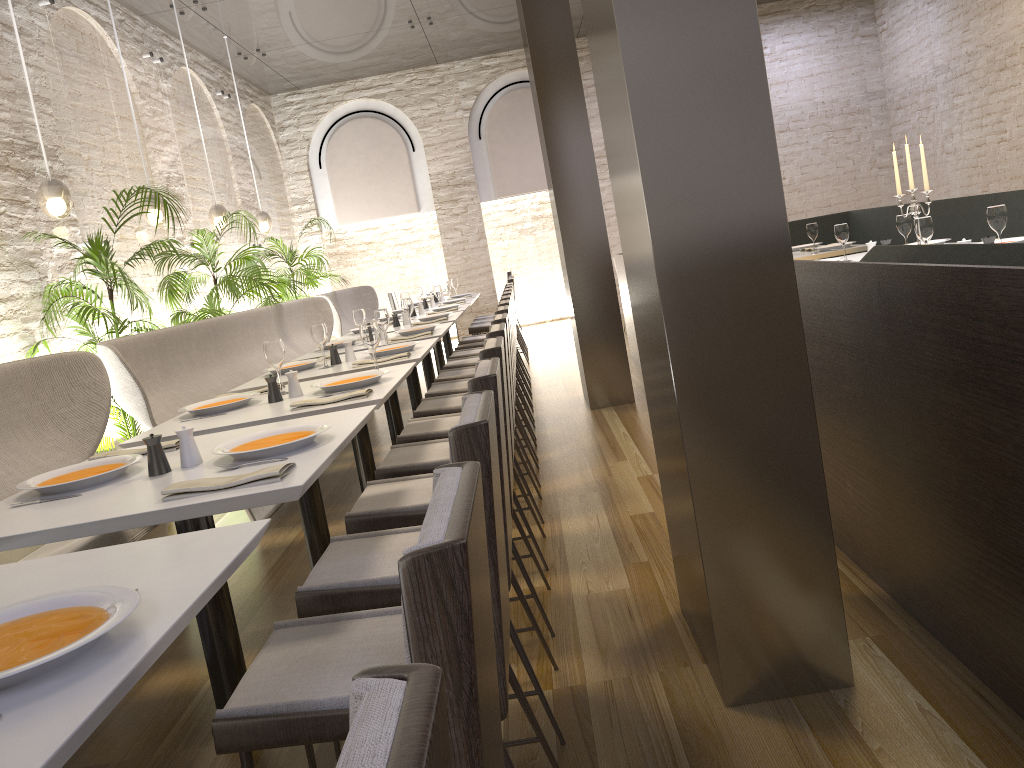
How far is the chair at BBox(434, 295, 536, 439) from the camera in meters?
5.5 m

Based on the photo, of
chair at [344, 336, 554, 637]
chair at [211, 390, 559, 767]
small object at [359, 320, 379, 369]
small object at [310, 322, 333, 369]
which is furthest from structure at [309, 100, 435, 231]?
chair at [211, 390, 559, 767]

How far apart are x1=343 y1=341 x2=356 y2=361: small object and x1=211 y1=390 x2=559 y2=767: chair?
2.86m

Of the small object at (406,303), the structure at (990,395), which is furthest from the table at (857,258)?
the small object at (406,303)

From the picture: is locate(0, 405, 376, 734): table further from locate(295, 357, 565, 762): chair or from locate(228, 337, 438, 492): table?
locate(228, 337, 438, 492): table

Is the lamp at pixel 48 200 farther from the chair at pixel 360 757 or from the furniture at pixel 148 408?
the chair at pixel 360 757

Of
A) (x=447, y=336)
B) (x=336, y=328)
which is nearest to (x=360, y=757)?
(x=336, y=328)

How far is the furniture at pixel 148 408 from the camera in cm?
422

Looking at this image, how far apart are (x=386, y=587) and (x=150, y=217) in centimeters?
518cm

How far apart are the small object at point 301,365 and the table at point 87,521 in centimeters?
171cm
